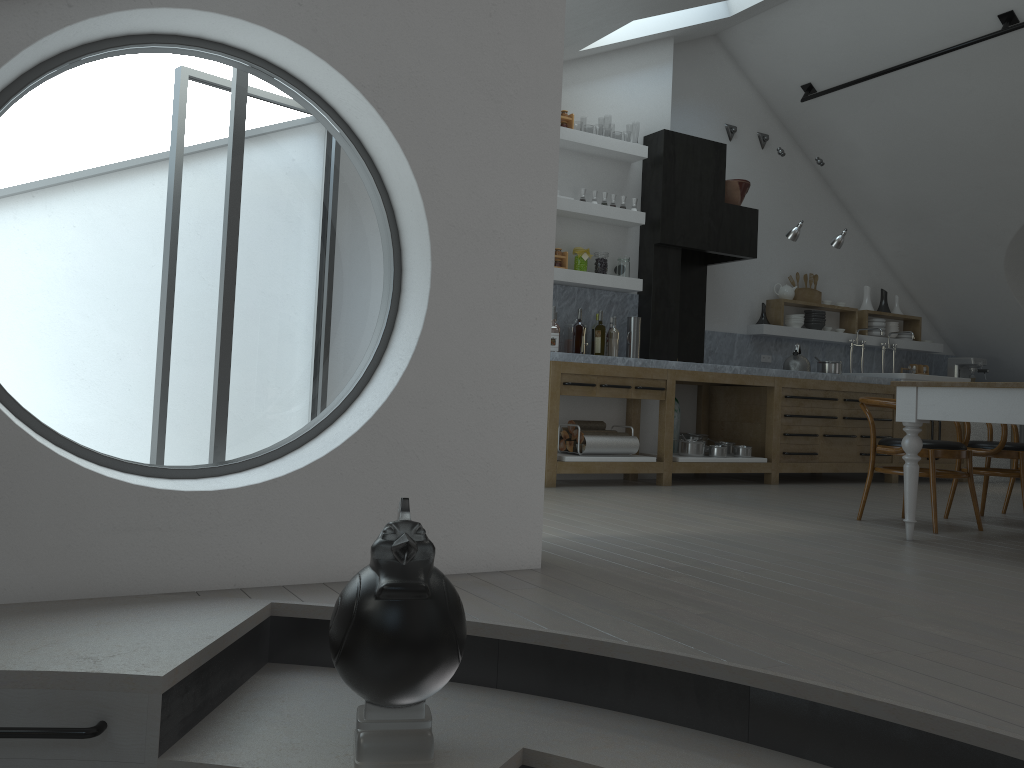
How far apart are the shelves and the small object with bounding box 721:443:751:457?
1.5 meters

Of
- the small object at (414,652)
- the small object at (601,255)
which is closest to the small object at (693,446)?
the small object at (601,255)

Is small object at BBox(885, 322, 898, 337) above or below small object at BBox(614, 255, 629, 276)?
below

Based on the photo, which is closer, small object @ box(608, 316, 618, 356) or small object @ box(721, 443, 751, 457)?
small object @ box(608, 316, 618, 356)

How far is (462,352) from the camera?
3.13m

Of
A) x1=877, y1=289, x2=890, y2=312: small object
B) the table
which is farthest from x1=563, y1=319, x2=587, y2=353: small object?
x1=877, y1=289, x2=890, y2=312: small object

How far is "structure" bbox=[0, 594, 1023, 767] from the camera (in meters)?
1.90

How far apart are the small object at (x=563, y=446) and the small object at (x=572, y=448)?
0.07m

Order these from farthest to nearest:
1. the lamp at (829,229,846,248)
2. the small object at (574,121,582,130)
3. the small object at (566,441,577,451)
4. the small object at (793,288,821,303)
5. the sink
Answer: the small object at (574,121,582,130)
the small object at (793,288,821,303)
the sink
the lamp at (829,229,846,248)
the small object at (566,441,577,451)

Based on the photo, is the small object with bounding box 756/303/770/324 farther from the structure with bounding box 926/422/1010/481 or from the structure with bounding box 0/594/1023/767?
the structure with bounding box 0/594/1023/767
